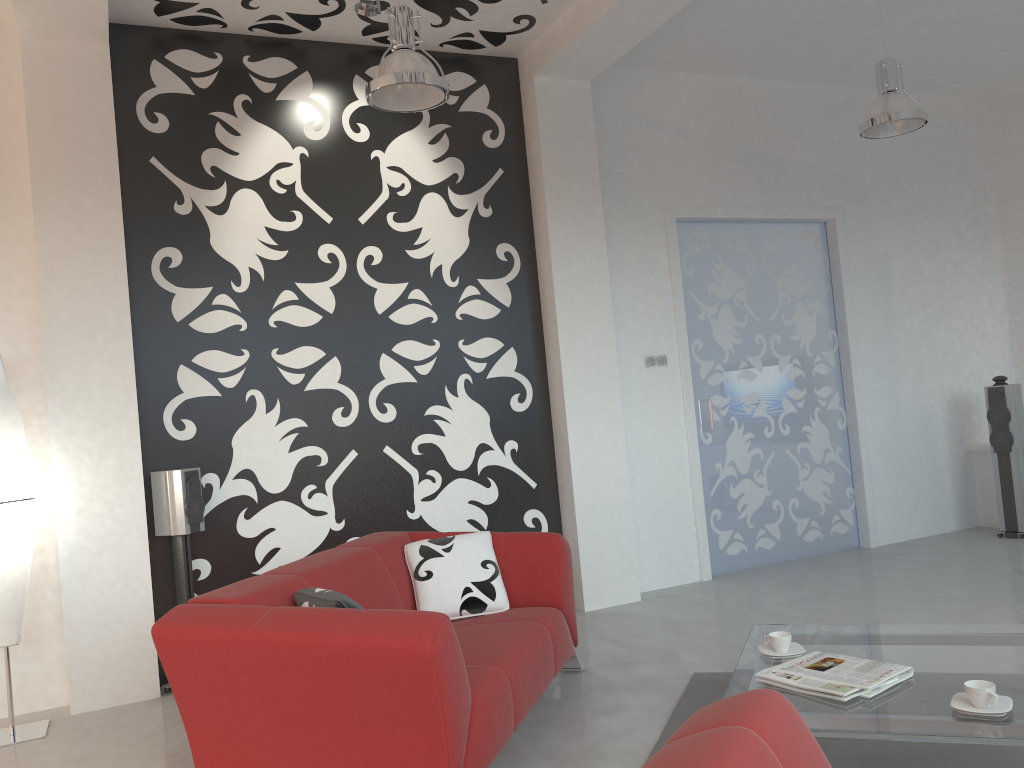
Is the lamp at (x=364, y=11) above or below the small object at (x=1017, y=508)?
above

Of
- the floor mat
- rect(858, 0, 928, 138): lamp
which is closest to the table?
the floor mat

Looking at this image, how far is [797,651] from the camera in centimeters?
312cm

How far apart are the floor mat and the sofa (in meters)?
0.46

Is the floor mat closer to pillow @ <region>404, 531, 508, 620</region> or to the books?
the books

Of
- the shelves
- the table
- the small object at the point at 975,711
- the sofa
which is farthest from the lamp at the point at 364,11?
the shelves

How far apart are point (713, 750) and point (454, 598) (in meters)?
2.53

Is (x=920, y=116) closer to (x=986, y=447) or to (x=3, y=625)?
(x=986, y=447)

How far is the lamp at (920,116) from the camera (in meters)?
5.08

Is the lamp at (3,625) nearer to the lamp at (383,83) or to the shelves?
the lamp at (383,83)
